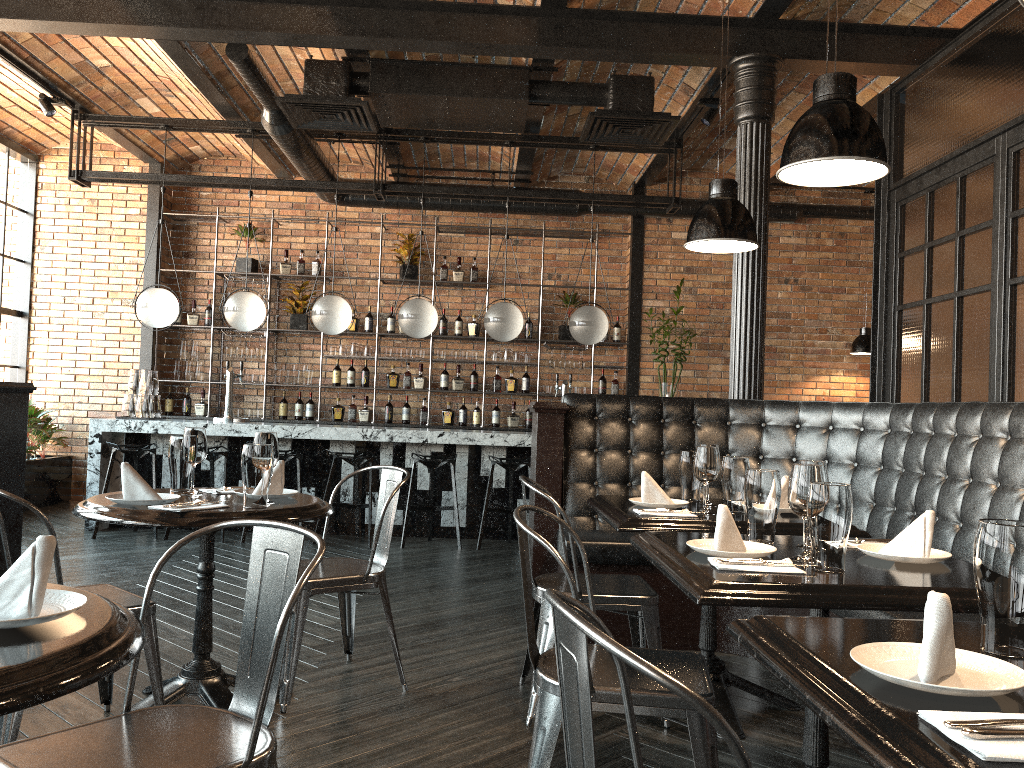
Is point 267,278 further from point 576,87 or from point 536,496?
point 536,496

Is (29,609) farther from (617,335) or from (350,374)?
(617,335)

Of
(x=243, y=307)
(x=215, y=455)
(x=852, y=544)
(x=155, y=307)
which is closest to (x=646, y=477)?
(x=852, y=544)

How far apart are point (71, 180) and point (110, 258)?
1.8 meters

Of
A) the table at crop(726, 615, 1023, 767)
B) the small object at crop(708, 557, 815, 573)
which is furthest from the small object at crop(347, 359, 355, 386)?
the table at crop(726, 615, 1023, 767)

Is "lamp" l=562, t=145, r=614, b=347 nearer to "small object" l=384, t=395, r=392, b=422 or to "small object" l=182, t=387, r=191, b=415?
"small object" l=384, t=395, r=392, b=422

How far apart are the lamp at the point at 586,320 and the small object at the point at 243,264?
3.7 meters

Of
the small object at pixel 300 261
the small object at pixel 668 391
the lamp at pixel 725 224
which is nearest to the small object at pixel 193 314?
the small object at pixel 300 261

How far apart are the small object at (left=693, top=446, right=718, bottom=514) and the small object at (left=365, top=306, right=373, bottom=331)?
6.52m

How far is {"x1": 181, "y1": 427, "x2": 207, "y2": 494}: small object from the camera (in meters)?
3.21
